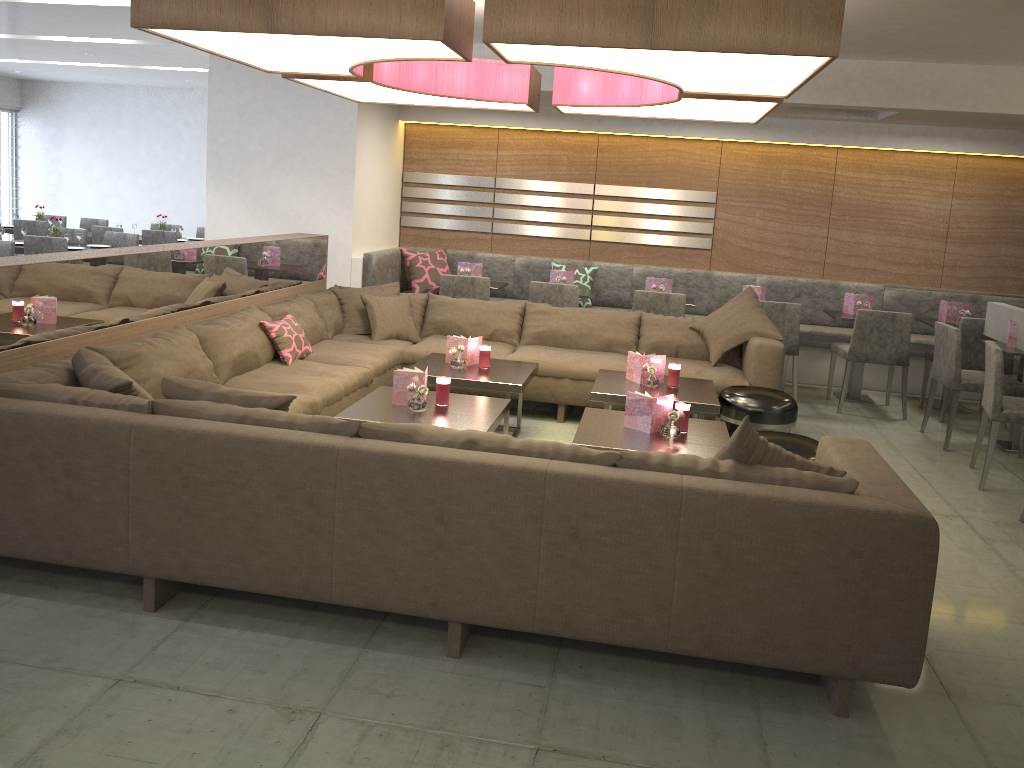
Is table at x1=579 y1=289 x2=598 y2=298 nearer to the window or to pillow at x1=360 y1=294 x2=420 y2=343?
pillow at x1=360 y1=294 x2=420 y2=343

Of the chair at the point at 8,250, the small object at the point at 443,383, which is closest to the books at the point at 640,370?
the small object at the point at 443,383

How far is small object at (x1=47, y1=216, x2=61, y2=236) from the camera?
8.1m

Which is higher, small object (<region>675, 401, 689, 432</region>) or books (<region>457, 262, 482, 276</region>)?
books (<region>457, 262, 482, 276</region>)

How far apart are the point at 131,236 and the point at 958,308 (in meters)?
7.37

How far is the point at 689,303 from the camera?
6.8 meters

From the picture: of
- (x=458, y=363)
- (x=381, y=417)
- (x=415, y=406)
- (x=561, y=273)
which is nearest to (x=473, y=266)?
(x=561, y=273)

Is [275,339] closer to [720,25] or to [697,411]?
[697,411]

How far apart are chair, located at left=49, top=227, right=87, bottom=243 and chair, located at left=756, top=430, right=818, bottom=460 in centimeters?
740cm

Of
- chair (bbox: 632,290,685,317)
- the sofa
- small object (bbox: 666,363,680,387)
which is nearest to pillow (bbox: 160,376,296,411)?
the sofa
